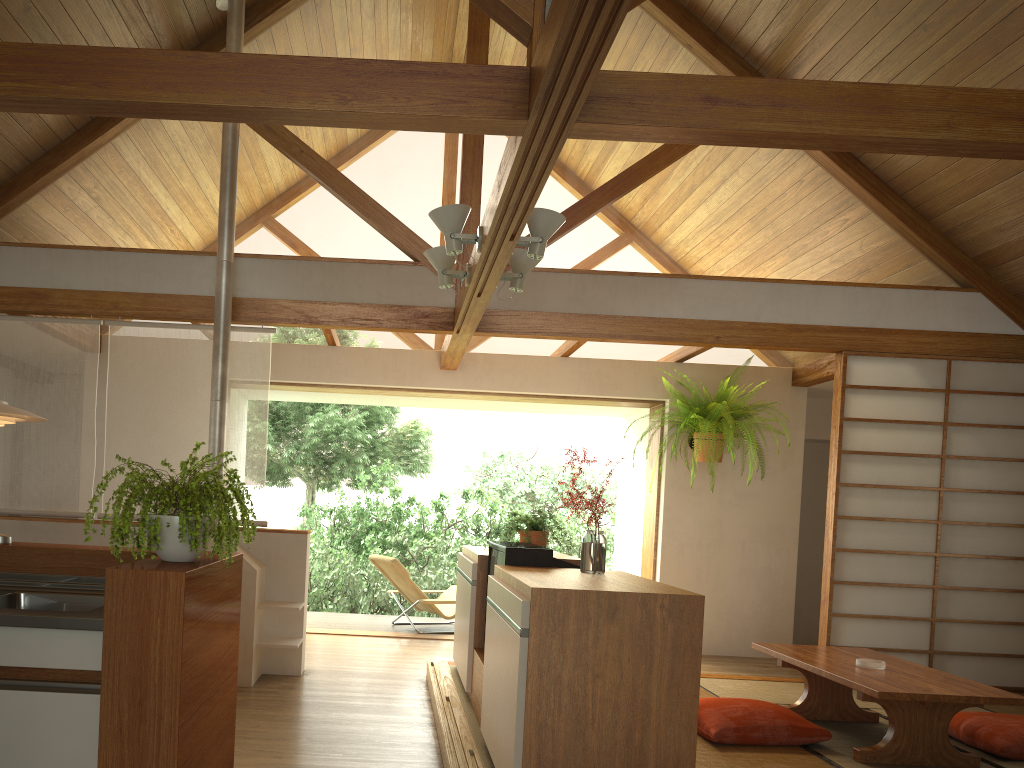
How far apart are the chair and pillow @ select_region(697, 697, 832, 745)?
3.29m

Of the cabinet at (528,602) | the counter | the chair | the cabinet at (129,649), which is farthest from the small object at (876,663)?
the chair

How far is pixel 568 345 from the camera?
6.5 meters

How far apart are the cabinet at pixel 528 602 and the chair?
2.0m

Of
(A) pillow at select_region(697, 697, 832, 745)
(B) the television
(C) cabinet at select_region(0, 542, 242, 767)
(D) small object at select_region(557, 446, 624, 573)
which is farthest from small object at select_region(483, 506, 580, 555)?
(C) cabinet at select_region(0, 542, 242, 767)

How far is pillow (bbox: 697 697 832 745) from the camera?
3.92m

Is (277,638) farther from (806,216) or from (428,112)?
(806,216)

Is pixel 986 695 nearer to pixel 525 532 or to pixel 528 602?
pixel 528 602

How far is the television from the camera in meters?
3.7 m

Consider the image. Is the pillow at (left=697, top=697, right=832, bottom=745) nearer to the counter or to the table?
the table
